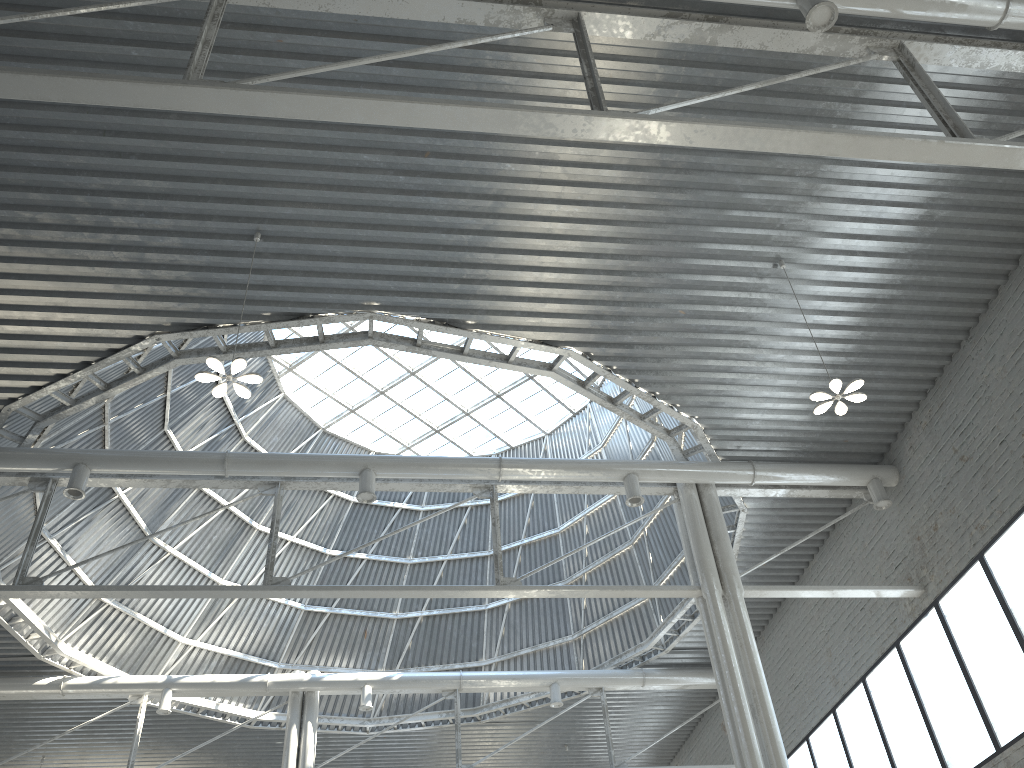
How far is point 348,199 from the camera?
17.5m
